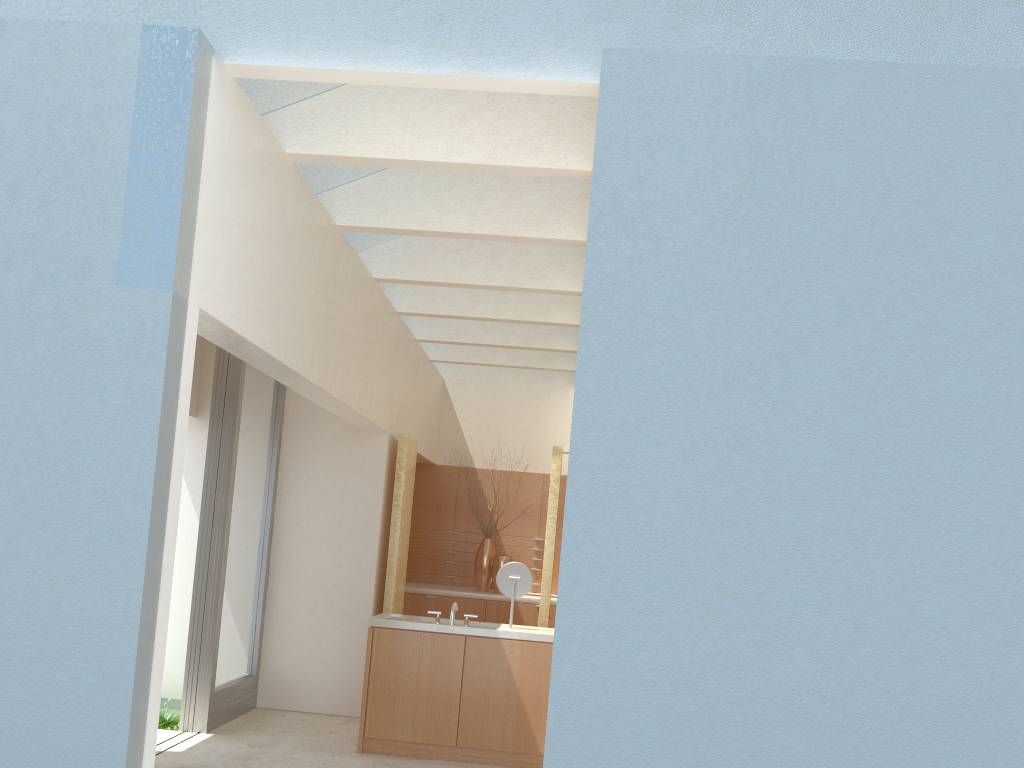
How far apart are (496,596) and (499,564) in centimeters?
97cm

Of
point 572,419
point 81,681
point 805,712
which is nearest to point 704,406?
→ point 572,419

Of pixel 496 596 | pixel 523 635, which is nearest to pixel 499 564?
pixel 496 596

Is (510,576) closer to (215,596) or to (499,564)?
(215,596)

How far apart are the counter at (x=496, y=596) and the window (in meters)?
4.76

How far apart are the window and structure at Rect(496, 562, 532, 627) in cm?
475

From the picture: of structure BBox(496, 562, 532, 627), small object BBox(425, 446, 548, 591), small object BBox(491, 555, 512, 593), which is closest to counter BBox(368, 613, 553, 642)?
structure BBox(496, 562, 532, 627)

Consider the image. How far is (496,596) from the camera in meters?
21.1

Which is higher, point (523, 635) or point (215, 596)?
point (215, 596)

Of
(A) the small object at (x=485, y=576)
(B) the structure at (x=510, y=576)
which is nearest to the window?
(B) the structure at (x=510, y=576)
